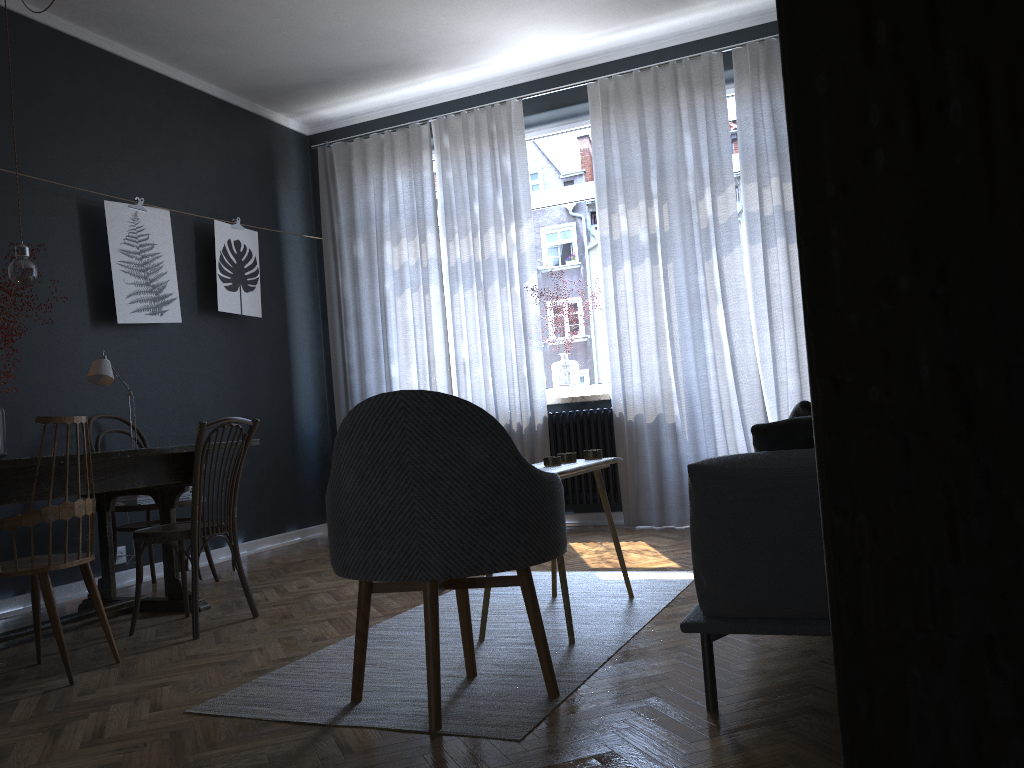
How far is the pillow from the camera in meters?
2.1 m

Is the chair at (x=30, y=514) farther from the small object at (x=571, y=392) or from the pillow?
the small object at (x=571, y=392)

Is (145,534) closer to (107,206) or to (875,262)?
(107,206)

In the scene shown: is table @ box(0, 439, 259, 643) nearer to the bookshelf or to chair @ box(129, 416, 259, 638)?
chair @ box(129, 416, 259, 638)

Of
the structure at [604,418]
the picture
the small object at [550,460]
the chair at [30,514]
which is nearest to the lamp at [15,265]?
the chair at [30,514]

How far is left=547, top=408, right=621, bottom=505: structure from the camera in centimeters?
553cm

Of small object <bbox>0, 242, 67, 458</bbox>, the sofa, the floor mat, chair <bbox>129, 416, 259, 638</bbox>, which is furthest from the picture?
the sofa

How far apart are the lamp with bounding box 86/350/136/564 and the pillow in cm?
308

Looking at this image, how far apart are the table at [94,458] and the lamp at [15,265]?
0.8 meters

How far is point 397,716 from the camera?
2.2 meters
